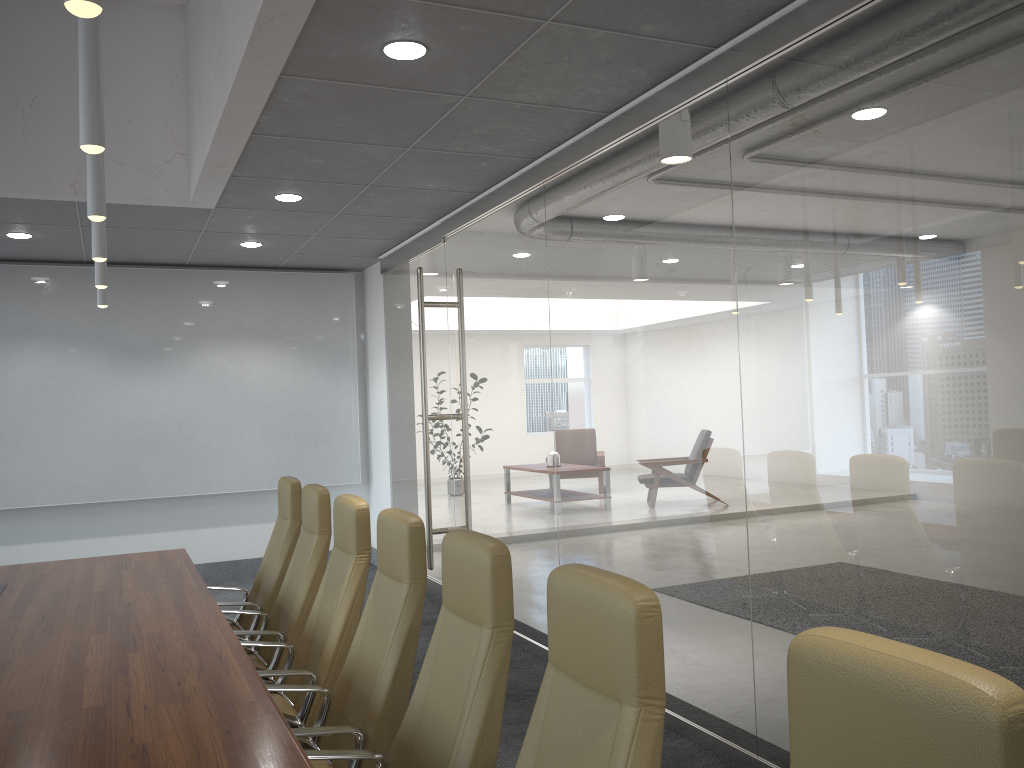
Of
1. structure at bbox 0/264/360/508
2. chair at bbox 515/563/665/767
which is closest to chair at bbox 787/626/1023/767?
chair at bbox 515/563/665/767

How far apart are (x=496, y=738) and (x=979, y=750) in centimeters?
160cm

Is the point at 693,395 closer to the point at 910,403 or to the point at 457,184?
the point at 910,403

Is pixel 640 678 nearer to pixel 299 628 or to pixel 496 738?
pixel 496 738

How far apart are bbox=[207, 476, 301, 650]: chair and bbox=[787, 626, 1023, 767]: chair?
4.4 meters

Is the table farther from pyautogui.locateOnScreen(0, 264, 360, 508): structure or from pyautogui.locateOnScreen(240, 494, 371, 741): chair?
pyautogui.locateOnScreen(0, 264, 360, 508): structure

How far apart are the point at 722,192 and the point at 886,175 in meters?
1.0 m

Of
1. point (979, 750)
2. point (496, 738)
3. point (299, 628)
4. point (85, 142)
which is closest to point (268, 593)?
point (299, 628)

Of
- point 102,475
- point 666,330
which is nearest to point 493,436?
point 666,330

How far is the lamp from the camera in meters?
2.7
